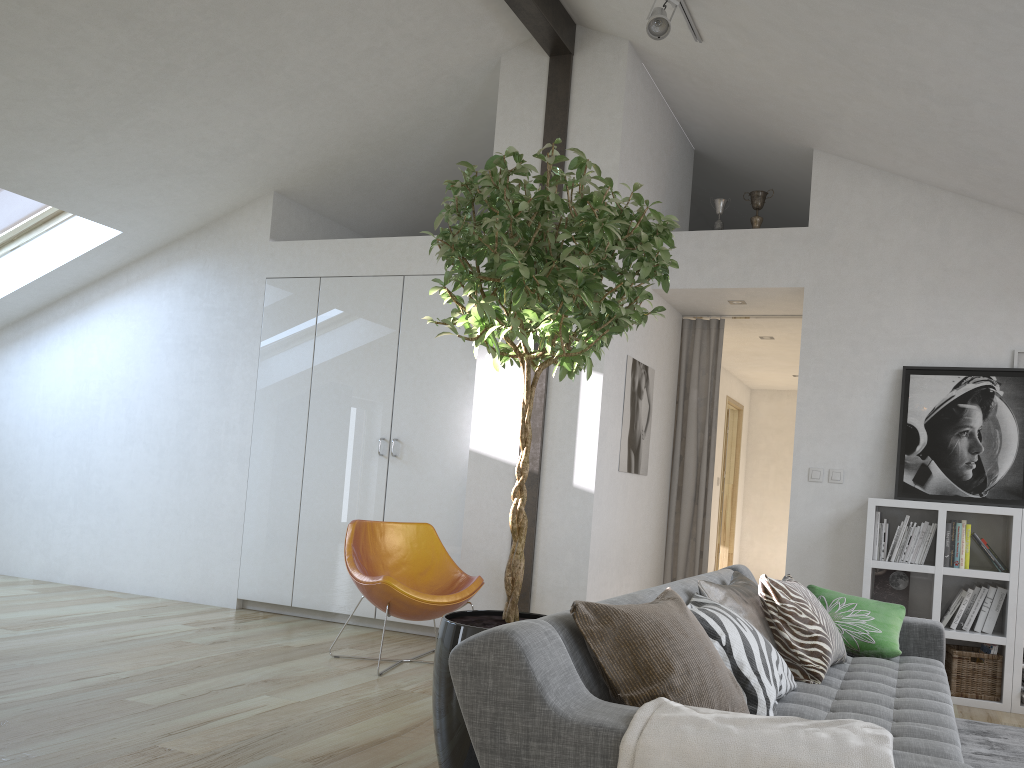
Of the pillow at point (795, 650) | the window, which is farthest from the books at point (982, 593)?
the window

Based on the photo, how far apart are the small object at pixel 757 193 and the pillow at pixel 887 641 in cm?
272

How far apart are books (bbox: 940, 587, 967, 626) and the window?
6.3m

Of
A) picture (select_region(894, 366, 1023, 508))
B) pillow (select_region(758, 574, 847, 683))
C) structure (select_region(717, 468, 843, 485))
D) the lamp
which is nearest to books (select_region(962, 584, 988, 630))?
picture (select_region(894, 366, 1023, 508))

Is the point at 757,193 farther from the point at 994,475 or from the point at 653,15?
the point at 994,475

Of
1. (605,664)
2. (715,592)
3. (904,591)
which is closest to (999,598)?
(904,591)

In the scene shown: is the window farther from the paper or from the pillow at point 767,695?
the paper

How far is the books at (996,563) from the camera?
4.7m

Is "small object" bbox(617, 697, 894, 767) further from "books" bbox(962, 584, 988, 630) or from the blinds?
the blinds

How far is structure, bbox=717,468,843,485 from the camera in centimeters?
522cm
